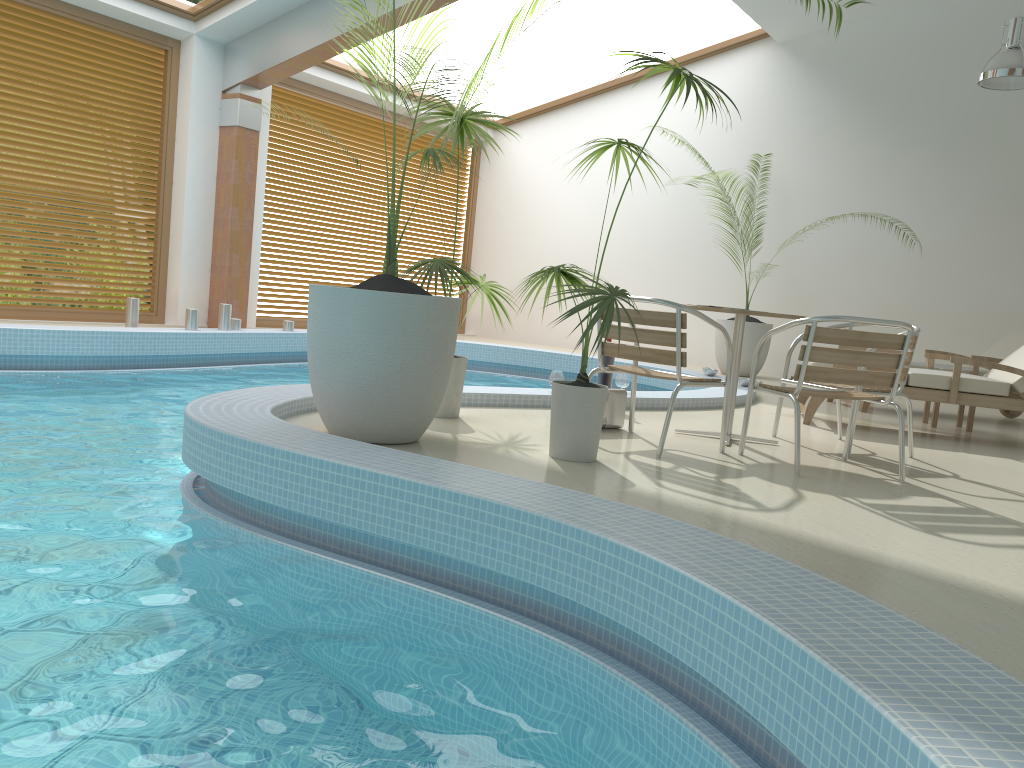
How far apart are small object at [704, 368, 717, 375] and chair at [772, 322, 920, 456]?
3.4 meters

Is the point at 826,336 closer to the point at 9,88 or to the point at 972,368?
the point at 972,368

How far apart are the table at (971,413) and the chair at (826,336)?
2.7m

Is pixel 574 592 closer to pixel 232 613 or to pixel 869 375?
pixel 232 613

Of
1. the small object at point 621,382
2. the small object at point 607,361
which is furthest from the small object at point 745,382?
the small object at point 607,361

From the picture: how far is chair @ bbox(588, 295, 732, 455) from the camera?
4.2m

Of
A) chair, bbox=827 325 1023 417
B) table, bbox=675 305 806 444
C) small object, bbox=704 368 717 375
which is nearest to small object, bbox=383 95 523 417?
table, bbox=675 305 806 444

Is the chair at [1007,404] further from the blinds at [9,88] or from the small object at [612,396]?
the blinds at [9,88]

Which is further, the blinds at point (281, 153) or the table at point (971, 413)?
the blinds at point (281, 153)

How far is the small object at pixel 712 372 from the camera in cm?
873
